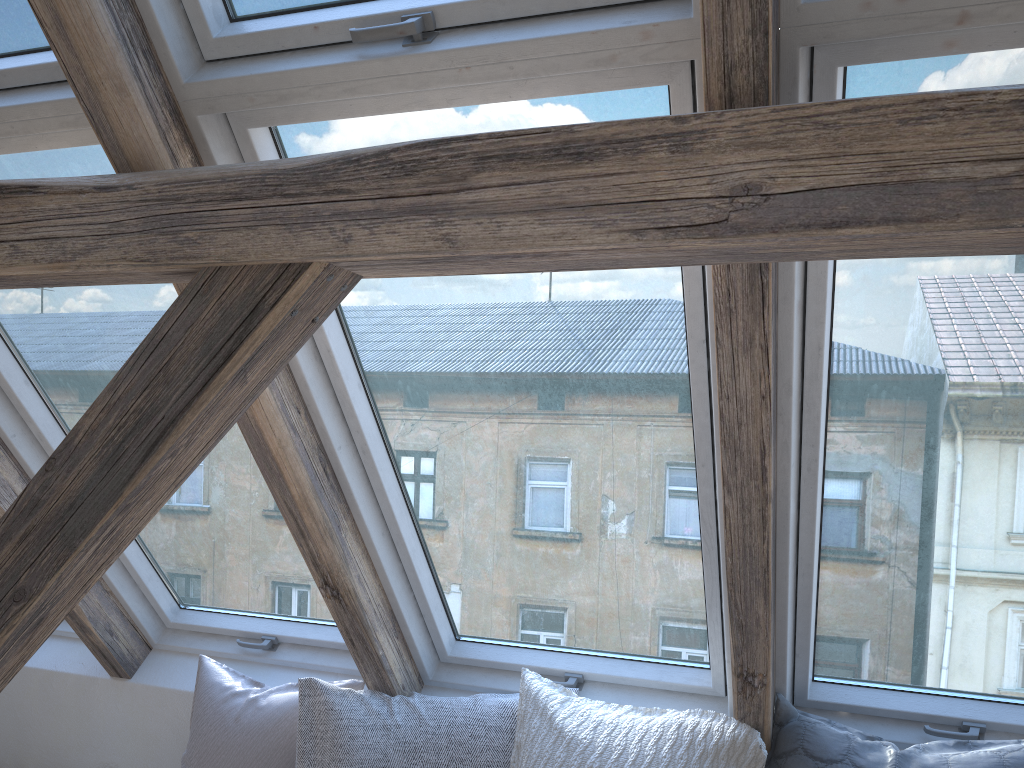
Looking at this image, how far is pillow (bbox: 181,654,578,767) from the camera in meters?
2.0 m

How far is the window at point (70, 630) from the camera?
2.7m

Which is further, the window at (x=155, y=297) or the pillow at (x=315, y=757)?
the pillow at (x=315, y=757)

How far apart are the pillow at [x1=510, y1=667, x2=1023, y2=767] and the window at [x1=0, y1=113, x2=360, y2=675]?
0.54m

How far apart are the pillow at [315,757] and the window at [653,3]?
1.3 meters

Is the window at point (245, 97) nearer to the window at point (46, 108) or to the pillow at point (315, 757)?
the pillow at point (315, 757)

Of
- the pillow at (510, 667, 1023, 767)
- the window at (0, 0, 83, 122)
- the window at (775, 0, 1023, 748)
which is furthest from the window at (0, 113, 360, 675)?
the window at (775, 0, 1023, 748)

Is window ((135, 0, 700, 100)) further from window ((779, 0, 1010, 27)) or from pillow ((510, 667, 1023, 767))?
pillow ((510, 667, 1023, 767))

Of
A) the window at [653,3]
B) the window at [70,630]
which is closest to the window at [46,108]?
the window at [653,3]

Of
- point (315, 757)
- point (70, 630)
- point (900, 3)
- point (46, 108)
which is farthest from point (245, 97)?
point (70, 630)
